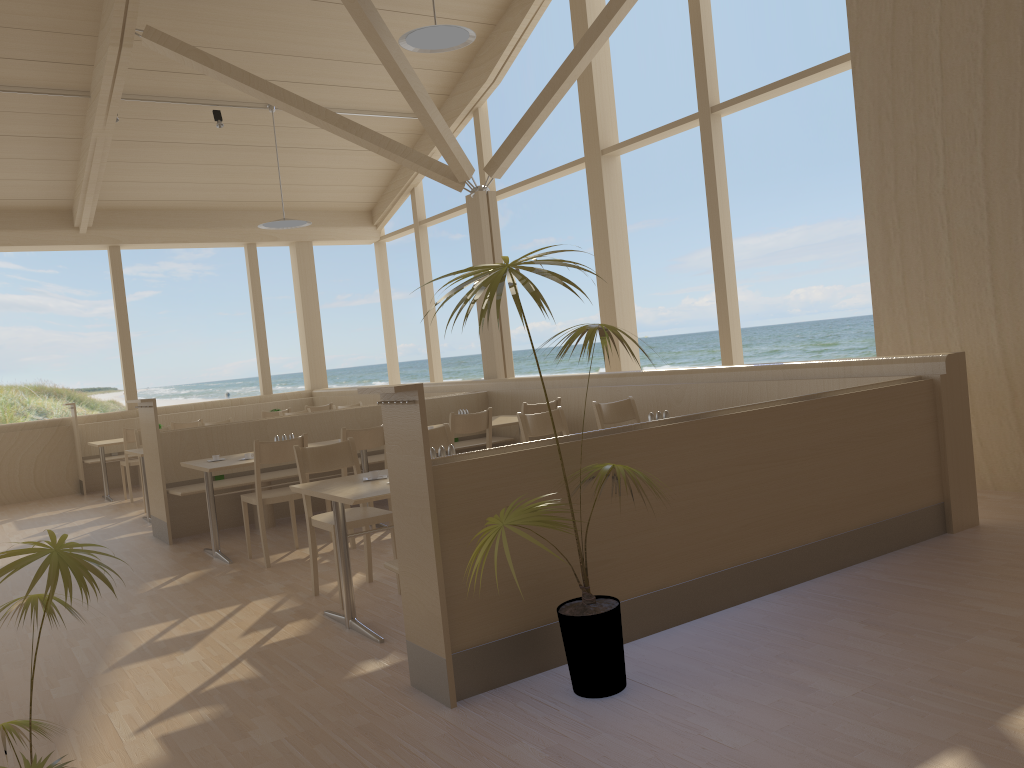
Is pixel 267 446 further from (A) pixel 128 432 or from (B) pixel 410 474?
(A) pixel 128 432

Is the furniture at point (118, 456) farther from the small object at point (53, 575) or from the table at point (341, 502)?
the small object at point (53, 575)

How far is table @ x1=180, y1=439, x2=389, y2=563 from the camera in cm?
563

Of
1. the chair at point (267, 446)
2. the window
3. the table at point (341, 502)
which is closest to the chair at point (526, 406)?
the chair at point (267, 446)

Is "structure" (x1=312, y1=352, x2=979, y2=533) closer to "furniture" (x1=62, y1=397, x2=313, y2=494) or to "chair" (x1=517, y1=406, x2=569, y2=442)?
"furniture" (x1=62, y1=397, x2=313, y2=494)

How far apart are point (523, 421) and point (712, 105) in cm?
364

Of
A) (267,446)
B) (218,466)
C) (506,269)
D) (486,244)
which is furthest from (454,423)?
(506,269)

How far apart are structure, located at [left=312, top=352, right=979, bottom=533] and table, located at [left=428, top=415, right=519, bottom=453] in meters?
0.5

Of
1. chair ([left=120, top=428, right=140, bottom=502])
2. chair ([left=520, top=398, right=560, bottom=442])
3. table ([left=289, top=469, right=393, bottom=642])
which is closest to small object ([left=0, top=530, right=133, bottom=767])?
table ([left=289, top=469, right=393, bottom=642])

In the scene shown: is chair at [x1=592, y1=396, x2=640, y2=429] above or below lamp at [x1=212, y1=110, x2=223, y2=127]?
below
